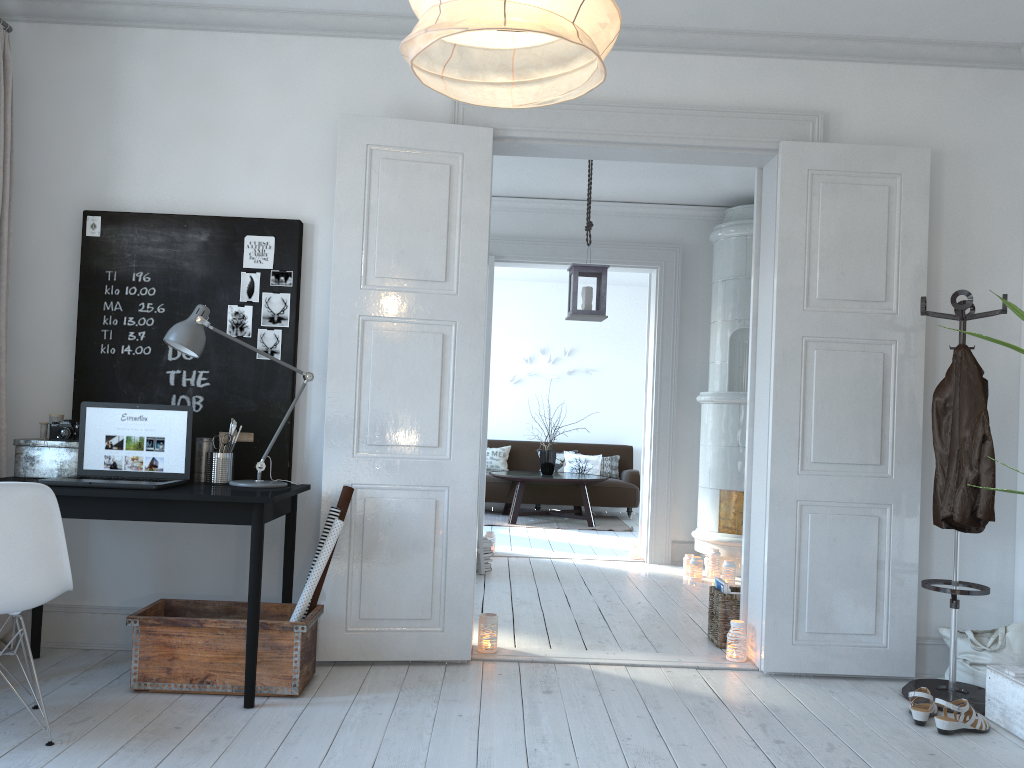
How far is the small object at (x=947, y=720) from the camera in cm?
316

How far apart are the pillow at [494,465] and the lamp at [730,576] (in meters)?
4.63

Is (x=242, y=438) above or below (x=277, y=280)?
below

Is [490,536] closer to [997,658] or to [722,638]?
[722,638]

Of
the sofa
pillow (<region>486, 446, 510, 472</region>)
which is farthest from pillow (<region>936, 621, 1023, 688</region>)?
pillow (<region>486, 446, 510, 472</region>)

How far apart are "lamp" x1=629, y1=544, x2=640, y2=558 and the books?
2.6 meters

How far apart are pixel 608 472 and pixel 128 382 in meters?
7.2 m

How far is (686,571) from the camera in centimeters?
639cm

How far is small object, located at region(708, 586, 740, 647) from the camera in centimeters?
430cm

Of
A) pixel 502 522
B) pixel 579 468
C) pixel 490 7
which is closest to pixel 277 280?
pixel 490 7
